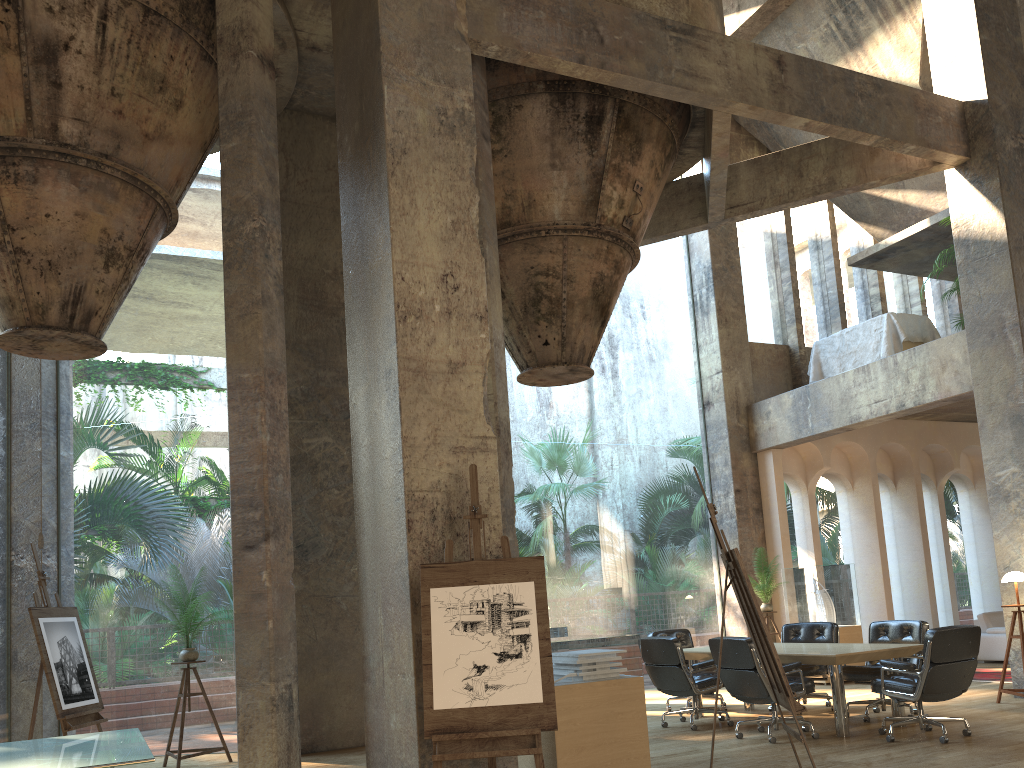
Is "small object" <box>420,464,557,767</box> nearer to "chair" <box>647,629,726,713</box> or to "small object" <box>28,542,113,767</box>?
"small object" <box>28,542,113,767</box>

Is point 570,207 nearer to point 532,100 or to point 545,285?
point 545,285

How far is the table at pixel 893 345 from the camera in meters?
11.7 m

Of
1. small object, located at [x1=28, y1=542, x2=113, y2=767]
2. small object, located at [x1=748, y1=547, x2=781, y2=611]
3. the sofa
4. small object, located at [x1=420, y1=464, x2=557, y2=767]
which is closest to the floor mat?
the sofa

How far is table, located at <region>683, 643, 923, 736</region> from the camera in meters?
7.2

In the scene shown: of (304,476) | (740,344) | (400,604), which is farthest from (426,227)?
(740,344)

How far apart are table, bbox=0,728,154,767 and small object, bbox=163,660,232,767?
1.5m

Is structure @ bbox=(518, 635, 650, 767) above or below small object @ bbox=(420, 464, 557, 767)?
below

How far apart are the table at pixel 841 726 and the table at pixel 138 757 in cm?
508

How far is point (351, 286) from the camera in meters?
6.3
